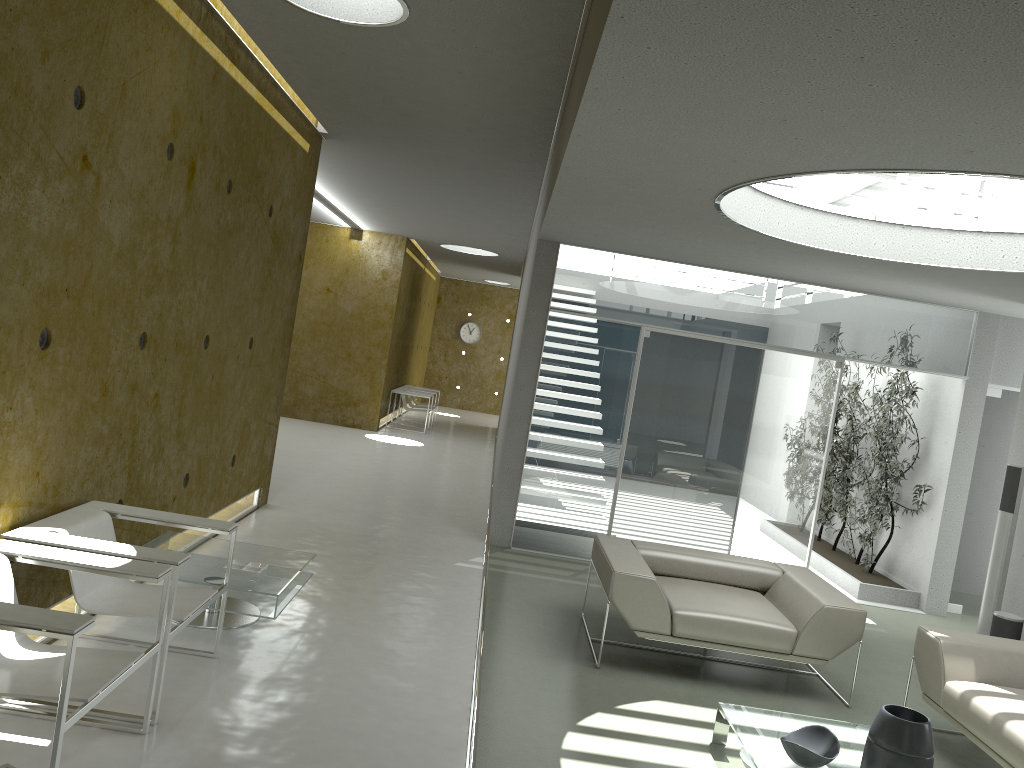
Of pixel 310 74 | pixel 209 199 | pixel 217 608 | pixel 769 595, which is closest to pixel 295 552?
pixel 217 608

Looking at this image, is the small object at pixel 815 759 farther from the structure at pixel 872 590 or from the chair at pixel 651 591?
the structure at pixel 872 590

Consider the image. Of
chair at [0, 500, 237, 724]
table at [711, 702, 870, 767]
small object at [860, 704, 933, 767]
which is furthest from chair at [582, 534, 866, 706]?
chair at [0, 500, 237, 724]

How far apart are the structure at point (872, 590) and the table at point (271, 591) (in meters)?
5.11

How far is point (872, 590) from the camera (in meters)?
7.95

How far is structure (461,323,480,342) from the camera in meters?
22.7

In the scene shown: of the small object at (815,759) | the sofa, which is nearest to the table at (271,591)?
the small object at (815,759)

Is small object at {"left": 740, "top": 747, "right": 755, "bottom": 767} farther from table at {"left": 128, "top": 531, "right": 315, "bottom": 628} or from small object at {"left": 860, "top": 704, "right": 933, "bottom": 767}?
table at {"left": 128, "top": 531, "right": 315, "bottom": 628}

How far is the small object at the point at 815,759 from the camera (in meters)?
3.58

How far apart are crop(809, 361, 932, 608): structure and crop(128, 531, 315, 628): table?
5.1 meters
